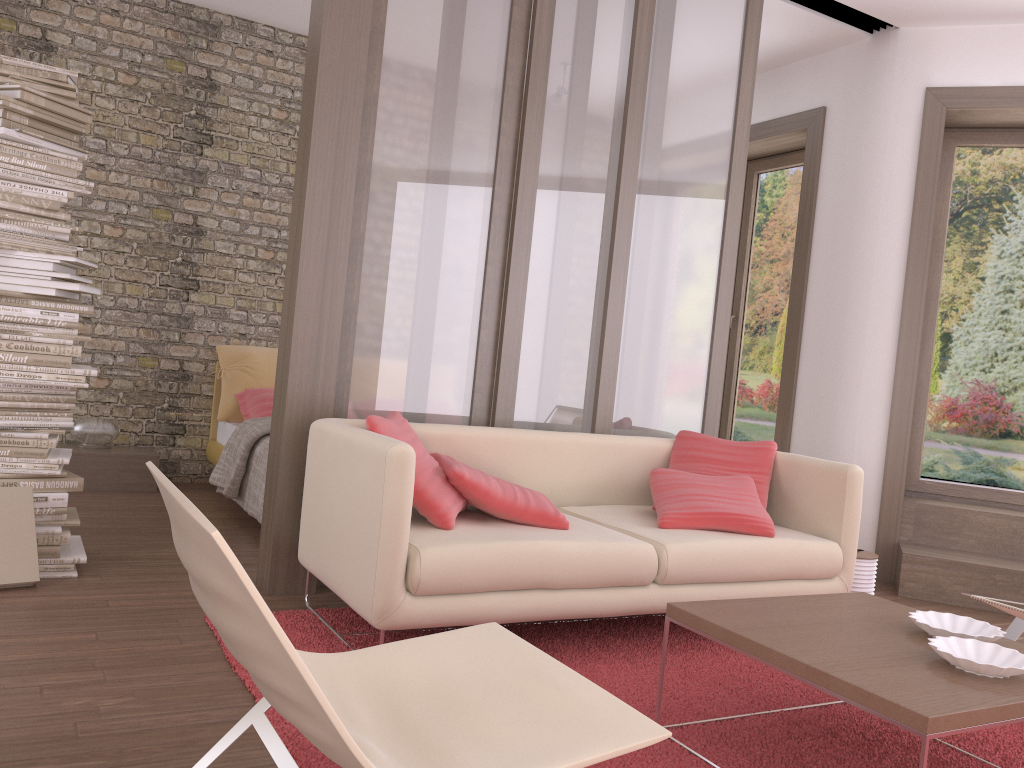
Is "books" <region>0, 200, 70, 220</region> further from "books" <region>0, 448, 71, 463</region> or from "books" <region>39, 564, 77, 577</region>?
"books" <region>39, 564, 77, 577</region>

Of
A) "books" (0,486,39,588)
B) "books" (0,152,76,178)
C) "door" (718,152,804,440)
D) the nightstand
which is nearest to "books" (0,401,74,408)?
"books" (0,486,39,588)

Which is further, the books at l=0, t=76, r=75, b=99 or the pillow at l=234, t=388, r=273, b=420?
the pillow at l=234, t=388, r=273, b=420

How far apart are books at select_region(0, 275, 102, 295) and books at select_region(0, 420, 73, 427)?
0.6m

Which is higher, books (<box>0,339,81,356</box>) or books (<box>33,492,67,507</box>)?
books (<box>0,339,81,356</box>)

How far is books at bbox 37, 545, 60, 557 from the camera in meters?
3.5 m

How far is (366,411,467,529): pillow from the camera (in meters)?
3.08

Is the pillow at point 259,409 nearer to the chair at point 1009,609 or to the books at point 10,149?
Result: the books at point 10,149

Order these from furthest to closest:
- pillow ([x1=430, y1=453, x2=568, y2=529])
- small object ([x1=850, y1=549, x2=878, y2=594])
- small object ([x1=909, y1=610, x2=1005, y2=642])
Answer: small object ([x1=850, y1=549, x2=878, y2=594]), pillow ([x1=430, y1=453, x2=568, y2=529]), small object ([x1=909, y1=610, x2=1005, y2=642])

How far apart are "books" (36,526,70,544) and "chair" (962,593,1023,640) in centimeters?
353cm
